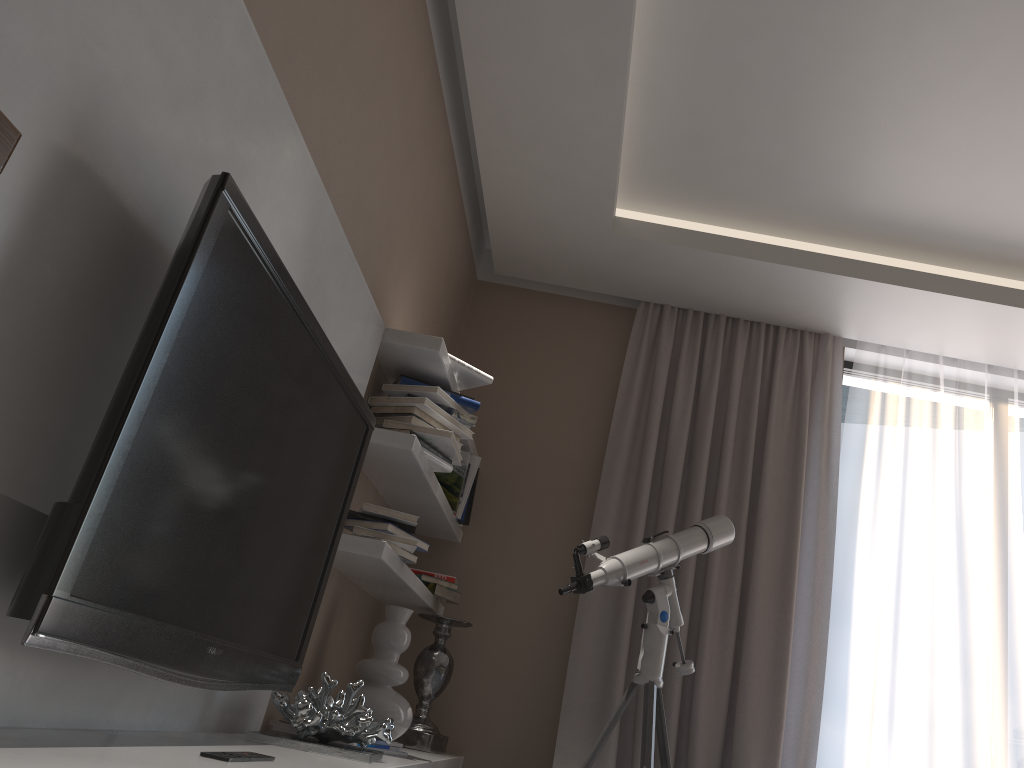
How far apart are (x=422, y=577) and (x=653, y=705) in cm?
106

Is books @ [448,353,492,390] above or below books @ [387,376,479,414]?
above

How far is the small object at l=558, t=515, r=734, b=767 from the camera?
2.86m

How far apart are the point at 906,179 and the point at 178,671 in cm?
292

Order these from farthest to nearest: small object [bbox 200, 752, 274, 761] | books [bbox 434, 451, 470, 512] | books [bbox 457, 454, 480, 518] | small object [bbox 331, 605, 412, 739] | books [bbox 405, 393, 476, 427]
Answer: books [bbox 457, 454, 480, 518] → books [bbox 434, 451, 470, 512] → books [bbox 405, 393, 476, 427] → small object [bbox 331, 605, 412, 739] → small object [bbox 200, 752, 274, 761]

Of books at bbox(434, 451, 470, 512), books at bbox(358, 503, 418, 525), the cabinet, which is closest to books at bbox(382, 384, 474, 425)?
books at bbox(358, 503, 418, 525)

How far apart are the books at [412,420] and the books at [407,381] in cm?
13

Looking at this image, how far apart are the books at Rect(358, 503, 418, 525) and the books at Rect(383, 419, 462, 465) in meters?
0.3 m

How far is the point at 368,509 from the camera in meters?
2.7 m

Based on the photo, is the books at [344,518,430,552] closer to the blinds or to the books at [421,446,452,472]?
the books at [421,446,452,472]
